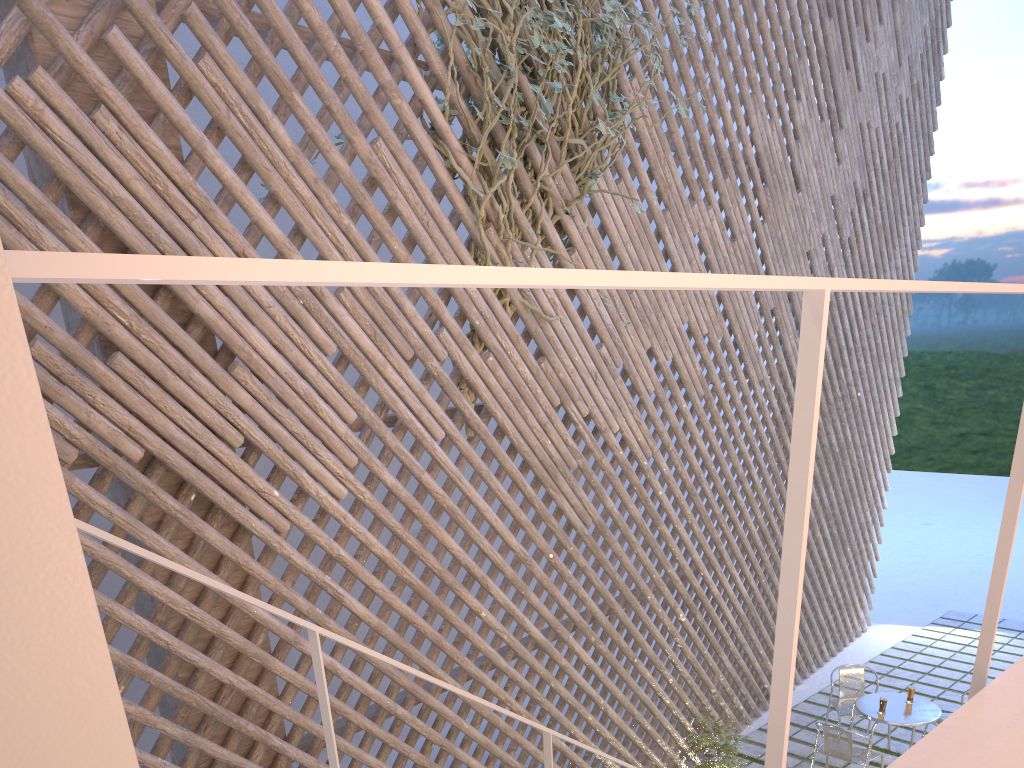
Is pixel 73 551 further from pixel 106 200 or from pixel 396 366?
pixel 396 366

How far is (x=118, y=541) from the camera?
1.0 meters

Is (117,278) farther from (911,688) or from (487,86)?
(911,688)

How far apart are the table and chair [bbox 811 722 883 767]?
0.13m

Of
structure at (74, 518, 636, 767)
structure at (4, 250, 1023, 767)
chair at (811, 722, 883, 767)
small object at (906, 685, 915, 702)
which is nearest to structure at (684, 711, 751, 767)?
chair at (811, 722, 883, 767)

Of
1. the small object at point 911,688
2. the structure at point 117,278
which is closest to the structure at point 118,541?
the structure at point 117,278

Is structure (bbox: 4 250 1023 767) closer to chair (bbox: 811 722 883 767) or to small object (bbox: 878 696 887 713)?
chair (bbox: 811 722 883 767)

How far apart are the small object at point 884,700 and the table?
0.0 meters

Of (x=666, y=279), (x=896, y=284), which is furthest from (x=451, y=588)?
(x=666, y=279)

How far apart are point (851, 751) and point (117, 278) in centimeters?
351cm
